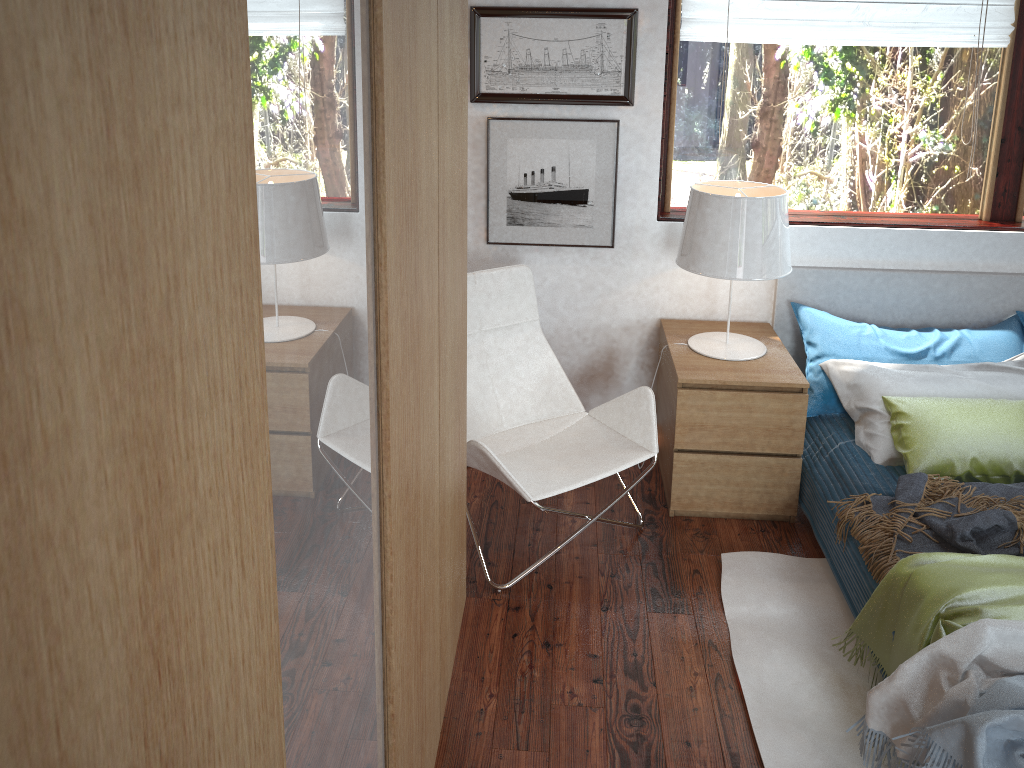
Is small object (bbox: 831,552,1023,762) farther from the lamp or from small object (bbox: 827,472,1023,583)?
the lamp

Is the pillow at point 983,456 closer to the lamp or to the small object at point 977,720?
the lamp

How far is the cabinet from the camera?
0.39m

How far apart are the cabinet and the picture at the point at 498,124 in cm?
144

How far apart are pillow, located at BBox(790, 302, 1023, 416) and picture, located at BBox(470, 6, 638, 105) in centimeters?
98cm

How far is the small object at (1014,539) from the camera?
2.36m

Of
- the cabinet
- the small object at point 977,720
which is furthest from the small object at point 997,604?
the cabinet

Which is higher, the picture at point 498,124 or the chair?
the picture at point 498,124

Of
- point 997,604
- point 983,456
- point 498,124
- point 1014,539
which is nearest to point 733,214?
point 498,124

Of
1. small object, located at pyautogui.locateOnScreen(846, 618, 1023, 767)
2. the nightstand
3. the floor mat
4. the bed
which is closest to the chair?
the nightstand
